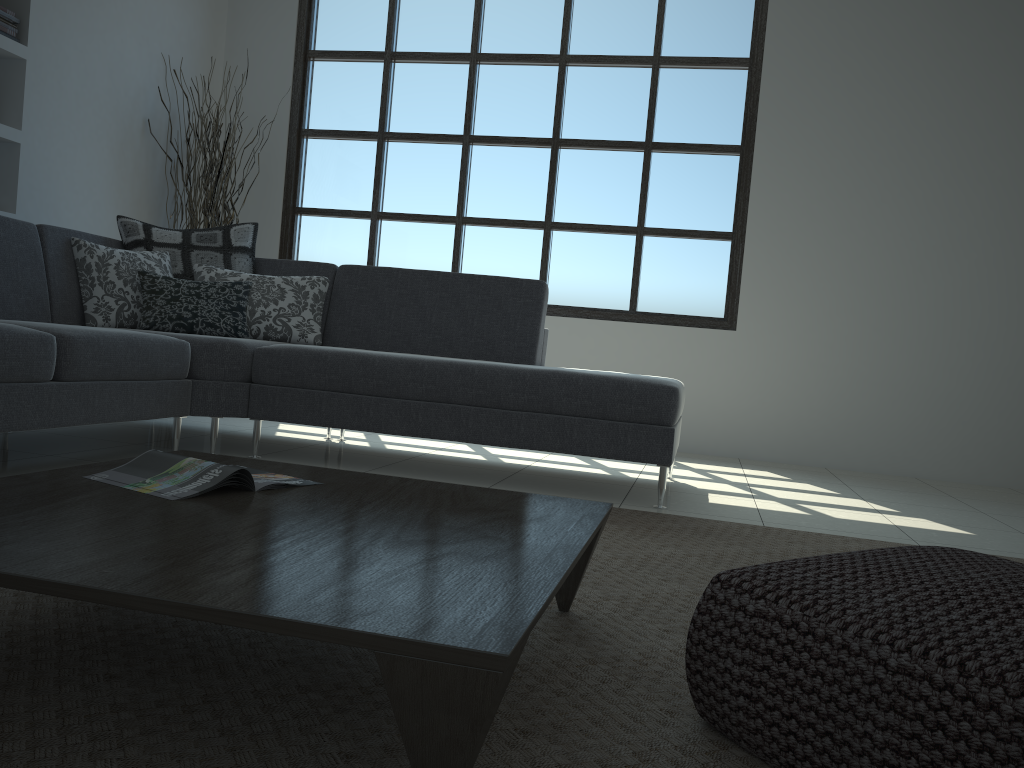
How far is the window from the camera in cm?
549

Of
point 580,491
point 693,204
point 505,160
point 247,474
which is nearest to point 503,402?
point 580,491

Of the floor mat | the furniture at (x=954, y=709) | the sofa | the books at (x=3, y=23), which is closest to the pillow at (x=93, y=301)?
the sofa

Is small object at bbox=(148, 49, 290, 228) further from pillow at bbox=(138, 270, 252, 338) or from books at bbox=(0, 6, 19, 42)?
Result: pillow at bbox=(138, 270, 252, 338)

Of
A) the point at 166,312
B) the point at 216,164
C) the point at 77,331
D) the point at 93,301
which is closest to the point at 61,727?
the point at 77,331

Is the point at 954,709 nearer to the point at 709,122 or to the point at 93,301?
the point at 93,301

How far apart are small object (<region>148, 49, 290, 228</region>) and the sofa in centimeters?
127cm

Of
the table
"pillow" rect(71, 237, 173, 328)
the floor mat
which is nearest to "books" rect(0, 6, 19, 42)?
"pillow" rect(71, 237, 173, 328)

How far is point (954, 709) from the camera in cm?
95

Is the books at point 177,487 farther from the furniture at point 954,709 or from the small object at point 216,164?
the small object at point 216,164
